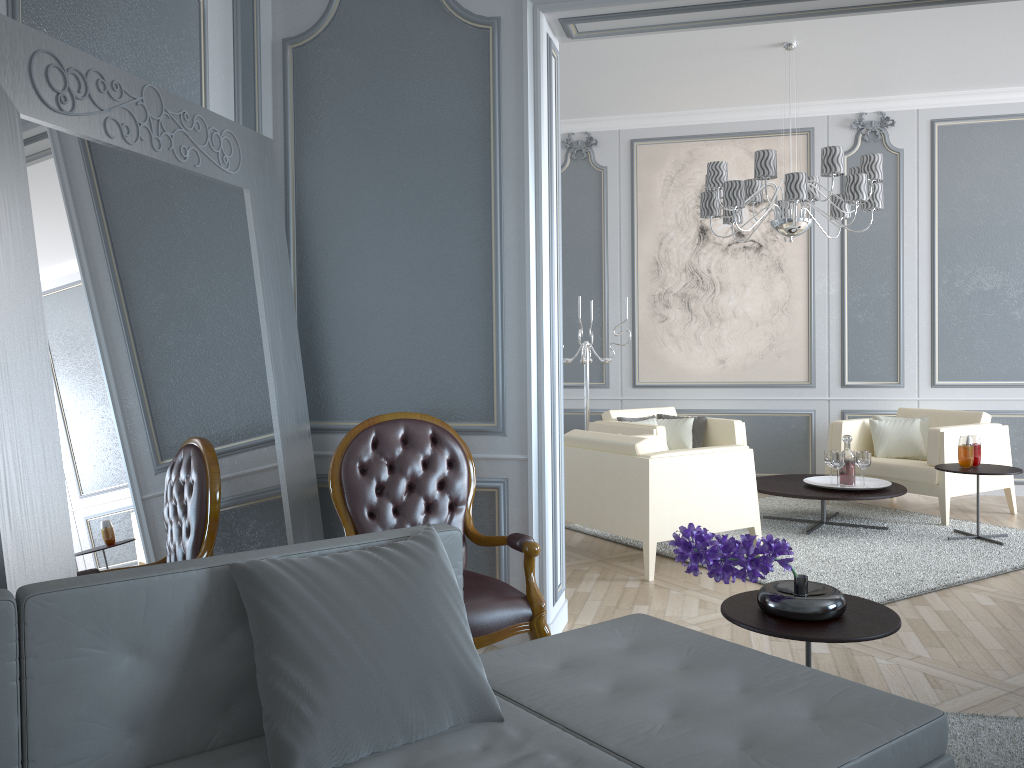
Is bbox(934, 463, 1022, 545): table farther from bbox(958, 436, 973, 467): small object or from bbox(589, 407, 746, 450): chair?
bbox(589, 407, 746, 450): chair

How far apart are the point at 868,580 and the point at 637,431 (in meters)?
1.94

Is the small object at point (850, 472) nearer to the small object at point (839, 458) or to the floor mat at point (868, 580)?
the small object at point (839, 458)

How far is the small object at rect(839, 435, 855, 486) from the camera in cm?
499

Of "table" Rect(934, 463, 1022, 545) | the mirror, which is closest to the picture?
"table" Rect(934, 463, 1022, 545)

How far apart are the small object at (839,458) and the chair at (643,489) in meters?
0.9 m

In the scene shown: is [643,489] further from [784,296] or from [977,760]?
[784,296]

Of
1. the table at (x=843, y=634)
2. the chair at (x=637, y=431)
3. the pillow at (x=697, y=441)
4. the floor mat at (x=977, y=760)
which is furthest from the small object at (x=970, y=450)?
the table at (x=843, y=634)

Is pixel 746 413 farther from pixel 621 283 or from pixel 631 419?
pixel 621 283

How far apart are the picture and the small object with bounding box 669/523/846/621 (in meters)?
4.36
